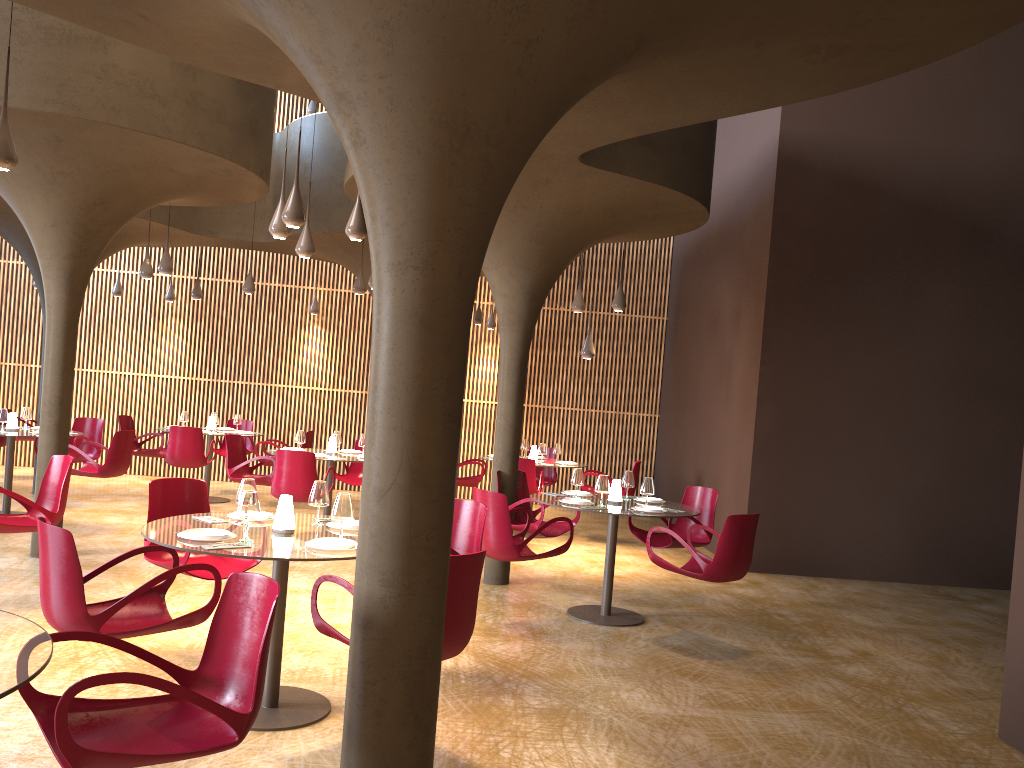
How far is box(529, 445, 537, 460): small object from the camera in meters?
13.5

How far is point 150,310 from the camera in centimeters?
1693cm

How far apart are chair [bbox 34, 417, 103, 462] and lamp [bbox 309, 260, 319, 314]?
4.8m

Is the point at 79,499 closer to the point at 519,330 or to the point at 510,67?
the point at 519,330

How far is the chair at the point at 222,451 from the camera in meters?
15.7 m

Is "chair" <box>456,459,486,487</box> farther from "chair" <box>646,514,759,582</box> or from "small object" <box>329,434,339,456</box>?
"chair" <box>646,514,759,582</box>

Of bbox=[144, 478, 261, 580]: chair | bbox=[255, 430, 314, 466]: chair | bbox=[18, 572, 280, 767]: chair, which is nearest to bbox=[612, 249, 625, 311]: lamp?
bbox=[255, 430, 314, 466]: chair

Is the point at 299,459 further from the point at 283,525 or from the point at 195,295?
the point at 195,295

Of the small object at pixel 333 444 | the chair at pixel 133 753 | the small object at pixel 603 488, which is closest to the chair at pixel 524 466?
the small object at pixel 333 444

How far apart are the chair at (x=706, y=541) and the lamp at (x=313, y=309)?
9.3m
